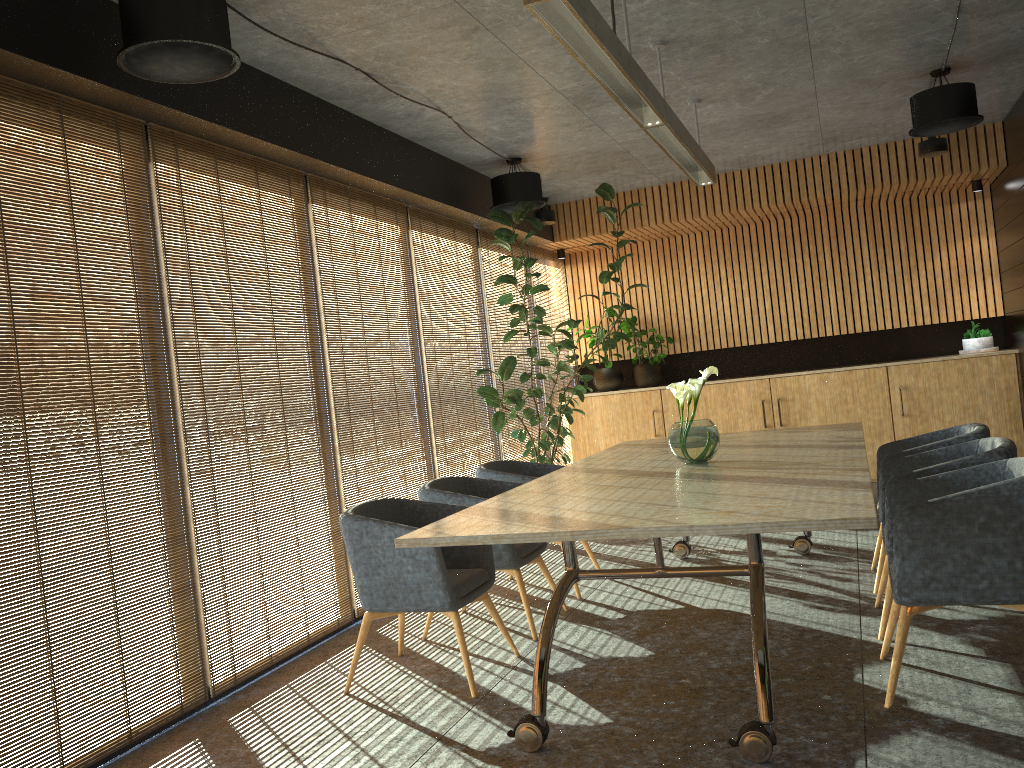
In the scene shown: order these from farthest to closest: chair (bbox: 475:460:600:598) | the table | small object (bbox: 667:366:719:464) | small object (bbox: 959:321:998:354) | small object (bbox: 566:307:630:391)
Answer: small object (bbox: 566:307:630:391)
small object (bbox: 959:321:998:354)
chair (bbox: 475:460:600:598)
small object (bbox: 667:366:719:464)
the table

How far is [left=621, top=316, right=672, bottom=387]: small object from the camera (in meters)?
10.56

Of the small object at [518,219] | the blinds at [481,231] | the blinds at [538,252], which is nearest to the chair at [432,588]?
the small object at [518,219]

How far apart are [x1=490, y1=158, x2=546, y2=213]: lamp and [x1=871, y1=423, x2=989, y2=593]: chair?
3.57m

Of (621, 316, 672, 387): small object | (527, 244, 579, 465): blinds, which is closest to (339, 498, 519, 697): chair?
(527, 244, 579, 465): blinds

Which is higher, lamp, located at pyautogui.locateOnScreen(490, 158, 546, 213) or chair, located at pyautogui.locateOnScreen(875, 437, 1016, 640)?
lamp, located at pyautogui.locateOnScreen(490, 158, 546, 213)

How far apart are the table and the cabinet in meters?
3.4

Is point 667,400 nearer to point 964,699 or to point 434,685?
point 434,685

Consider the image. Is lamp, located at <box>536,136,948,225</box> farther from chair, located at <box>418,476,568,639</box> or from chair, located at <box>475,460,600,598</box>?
chair, located at <box>418,476,568,639</box>

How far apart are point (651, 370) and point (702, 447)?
5.65m
